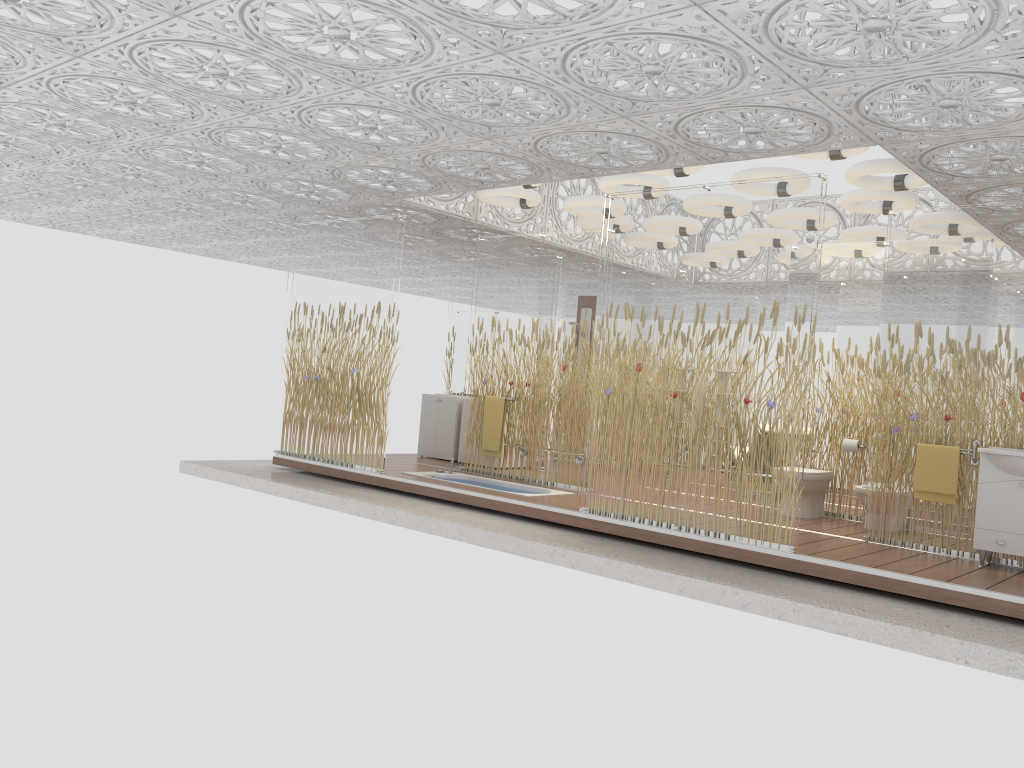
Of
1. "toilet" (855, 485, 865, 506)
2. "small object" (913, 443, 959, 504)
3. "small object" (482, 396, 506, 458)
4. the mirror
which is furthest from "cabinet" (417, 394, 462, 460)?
"small object" (913, 443, 959, 504)

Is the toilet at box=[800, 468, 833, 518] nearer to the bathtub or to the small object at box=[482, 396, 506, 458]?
the bathtub

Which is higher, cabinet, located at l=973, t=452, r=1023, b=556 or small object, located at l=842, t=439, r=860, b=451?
small object, located at l=842, t=439, r=860, b=451

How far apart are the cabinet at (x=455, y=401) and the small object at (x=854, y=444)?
4.6m

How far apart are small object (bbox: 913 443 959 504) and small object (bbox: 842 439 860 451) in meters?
1.6

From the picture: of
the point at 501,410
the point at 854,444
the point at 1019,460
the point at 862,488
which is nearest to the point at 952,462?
the point at 1019,460

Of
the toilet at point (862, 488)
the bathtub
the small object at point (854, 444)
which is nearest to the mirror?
the bathtub

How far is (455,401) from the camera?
10.89m

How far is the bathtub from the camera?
8.8m

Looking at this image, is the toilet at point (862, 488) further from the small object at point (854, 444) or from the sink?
the sink
